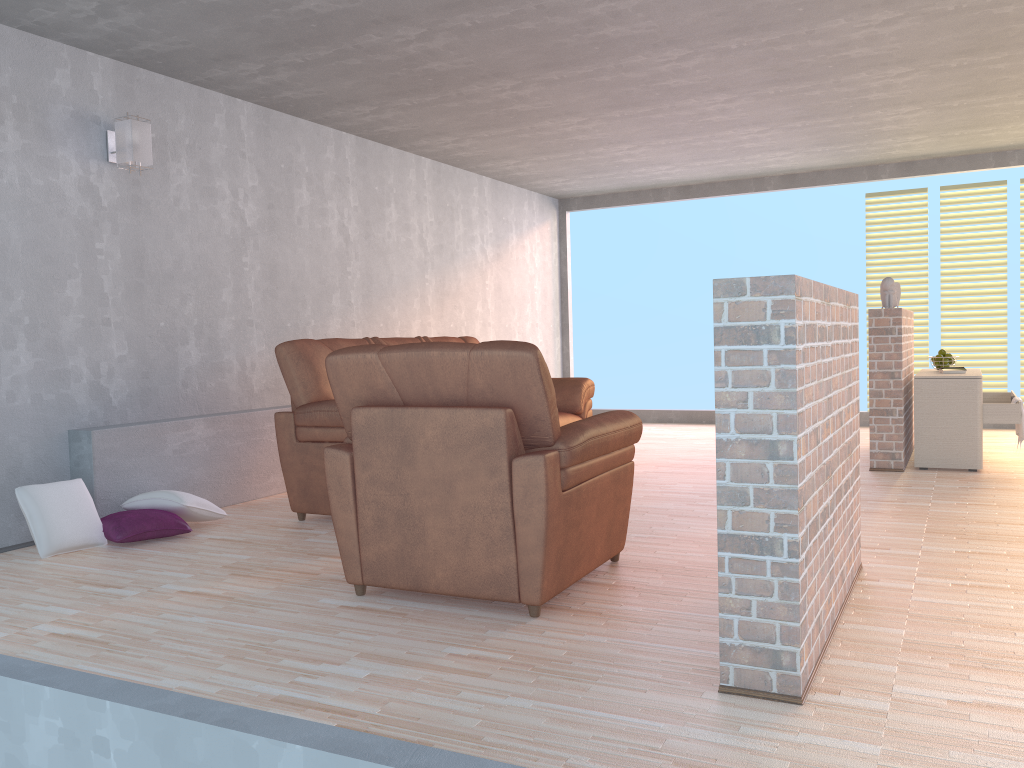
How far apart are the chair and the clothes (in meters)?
3.41

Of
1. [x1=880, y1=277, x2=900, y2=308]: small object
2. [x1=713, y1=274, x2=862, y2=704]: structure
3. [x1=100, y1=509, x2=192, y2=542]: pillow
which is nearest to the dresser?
[x1=880, y1=277, x2=900, y2=308]: small object

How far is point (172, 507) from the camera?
4.4m

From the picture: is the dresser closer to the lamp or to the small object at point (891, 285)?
the small object at point (891, 285)

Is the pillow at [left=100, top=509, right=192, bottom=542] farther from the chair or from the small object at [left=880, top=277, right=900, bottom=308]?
the small object at [left=880, top=277, right=900, bottom=308]

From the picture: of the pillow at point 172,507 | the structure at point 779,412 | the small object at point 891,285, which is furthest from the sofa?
the structure at point 779,412

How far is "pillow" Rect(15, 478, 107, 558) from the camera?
4.0m

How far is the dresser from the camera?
5.6 meters

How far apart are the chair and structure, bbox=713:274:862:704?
0.7m

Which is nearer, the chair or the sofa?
the chair
